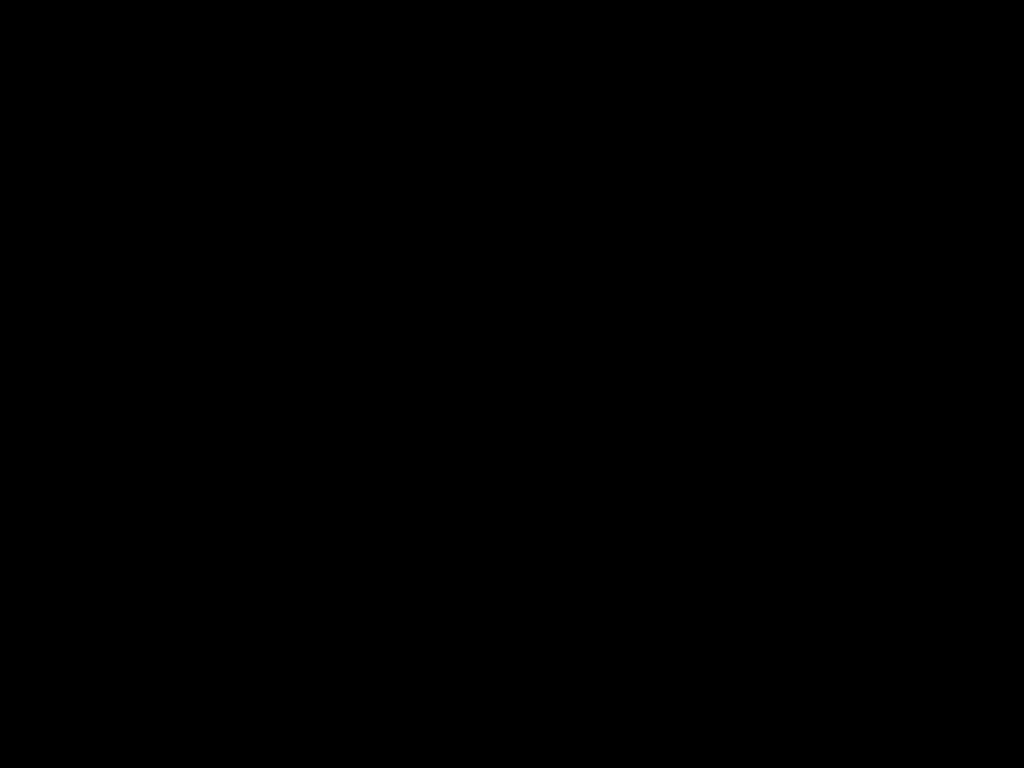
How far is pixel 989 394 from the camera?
0.6 meters

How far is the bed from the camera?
0.3 meters

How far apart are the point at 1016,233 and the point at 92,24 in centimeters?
55cm

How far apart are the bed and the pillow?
0.00m

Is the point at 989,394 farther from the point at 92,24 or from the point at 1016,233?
the point at 92,24

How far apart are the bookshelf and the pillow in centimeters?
5cm

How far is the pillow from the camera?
0.6 meters

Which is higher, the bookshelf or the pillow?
the pillow

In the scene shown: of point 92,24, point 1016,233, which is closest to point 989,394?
point 1016,233

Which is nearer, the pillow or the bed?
the bed
